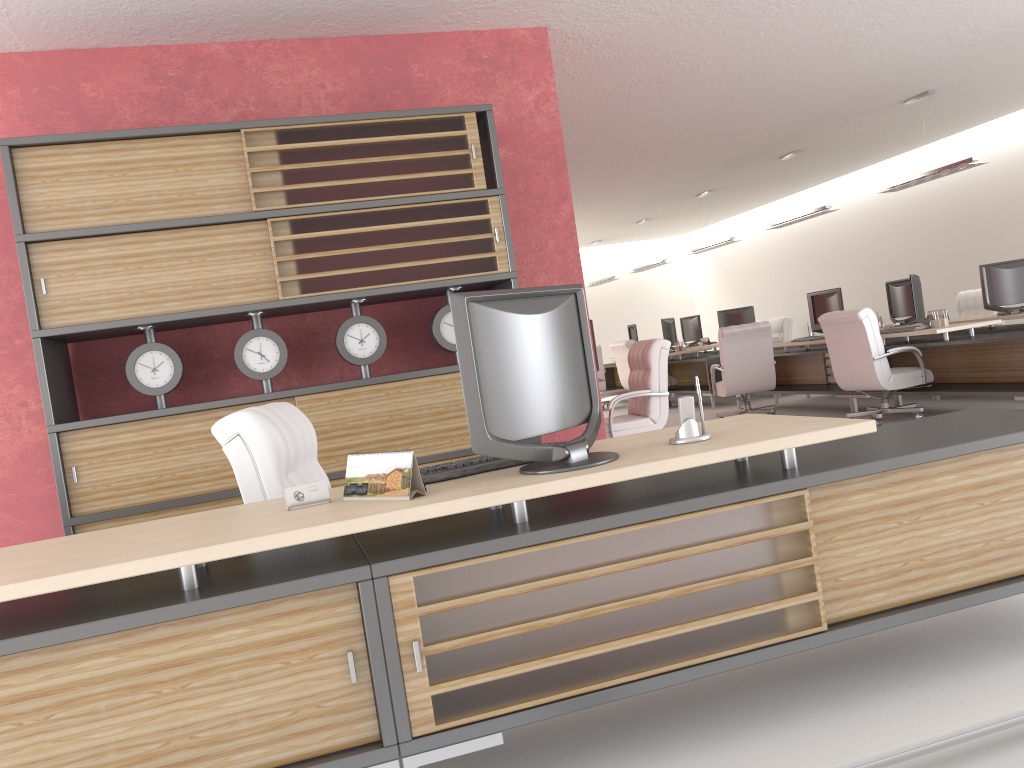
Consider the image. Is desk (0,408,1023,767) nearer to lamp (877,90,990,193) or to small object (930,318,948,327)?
small object (930,318,948,327)

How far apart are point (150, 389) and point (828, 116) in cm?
1092

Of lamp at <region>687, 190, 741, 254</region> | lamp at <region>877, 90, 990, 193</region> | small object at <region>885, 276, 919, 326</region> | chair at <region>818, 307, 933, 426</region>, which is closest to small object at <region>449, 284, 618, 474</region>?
chair at <region>818, 307, 933, 426</region>

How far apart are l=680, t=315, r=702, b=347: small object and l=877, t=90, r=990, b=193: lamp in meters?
8.8 m

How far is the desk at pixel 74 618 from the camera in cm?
303

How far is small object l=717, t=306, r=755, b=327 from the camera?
20.3 meters

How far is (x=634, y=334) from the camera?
22.3 meters

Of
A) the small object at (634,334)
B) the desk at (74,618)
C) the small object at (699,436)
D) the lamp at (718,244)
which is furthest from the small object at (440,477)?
the small object at (634,334)

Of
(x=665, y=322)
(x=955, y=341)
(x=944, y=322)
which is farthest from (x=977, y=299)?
(x=665, y=322)

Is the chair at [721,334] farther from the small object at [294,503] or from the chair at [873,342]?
the small object at [294,503]
